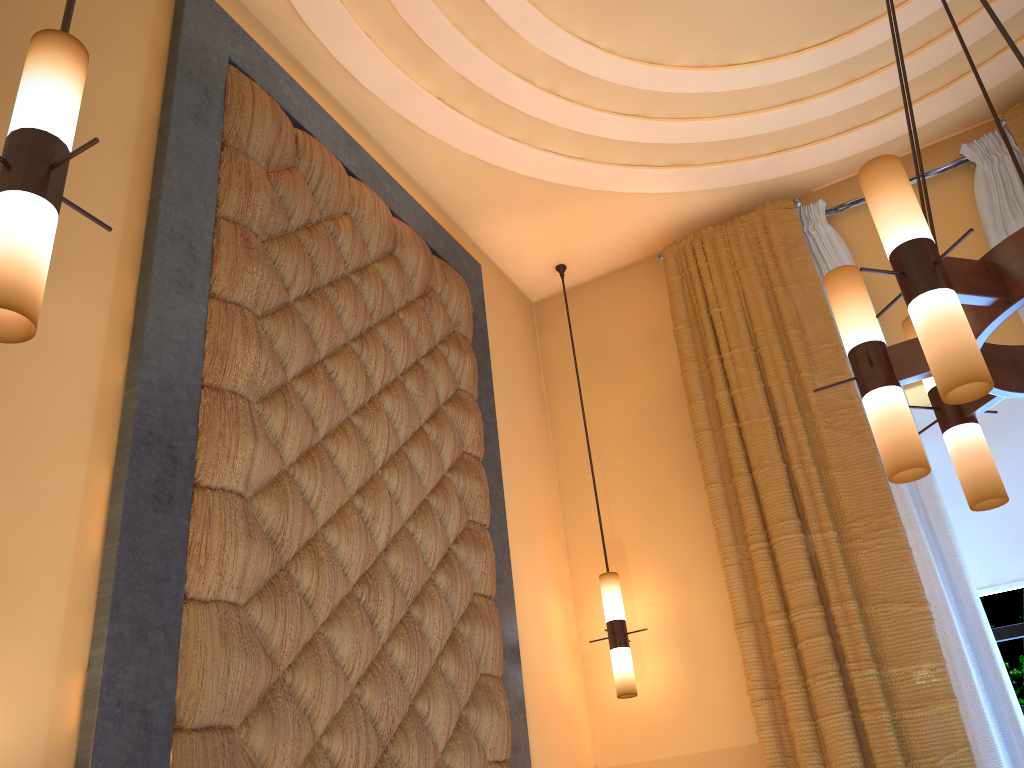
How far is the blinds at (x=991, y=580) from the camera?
3.6 meters

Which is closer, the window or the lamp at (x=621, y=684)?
the window

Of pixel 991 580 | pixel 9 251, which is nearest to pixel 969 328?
pixel 9 251

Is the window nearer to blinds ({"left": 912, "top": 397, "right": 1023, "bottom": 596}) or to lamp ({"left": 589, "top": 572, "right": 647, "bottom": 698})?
blinds ({"left": 912, "top": 397, "right": 1023, "bottom": 596})

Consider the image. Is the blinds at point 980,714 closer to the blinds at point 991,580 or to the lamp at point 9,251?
the blinds at point 991,580

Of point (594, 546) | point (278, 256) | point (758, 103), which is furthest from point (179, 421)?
point (758, 103)

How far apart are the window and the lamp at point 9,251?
3.6m

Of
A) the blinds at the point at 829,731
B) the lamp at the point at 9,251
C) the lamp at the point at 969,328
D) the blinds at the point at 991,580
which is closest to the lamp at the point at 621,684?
the blinds at the point at 829,731

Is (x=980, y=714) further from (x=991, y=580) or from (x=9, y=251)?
(x=9, y=251)

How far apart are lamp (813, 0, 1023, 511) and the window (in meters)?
1.76
